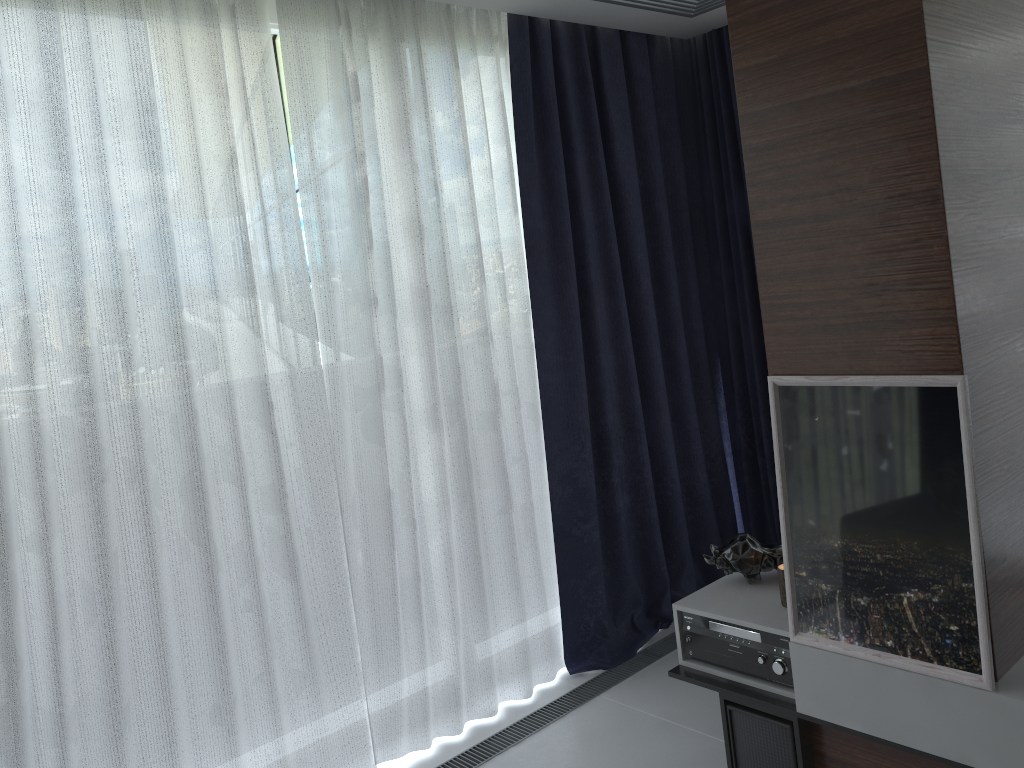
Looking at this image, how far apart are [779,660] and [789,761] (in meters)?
0.27

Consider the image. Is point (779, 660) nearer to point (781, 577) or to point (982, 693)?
point (781, 577)

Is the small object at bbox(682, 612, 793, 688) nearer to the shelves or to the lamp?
the shelves

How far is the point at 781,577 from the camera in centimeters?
260cm

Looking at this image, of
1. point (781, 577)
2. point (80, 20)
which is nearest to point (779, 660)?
point (781, 577)

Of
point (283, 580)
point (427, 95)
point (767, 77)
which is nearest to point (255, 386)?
point (283, 580)

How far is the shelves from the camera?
2.0m

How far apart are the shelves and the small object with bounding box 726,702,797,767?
0.0 meters

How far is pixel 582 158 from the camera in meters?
3.6

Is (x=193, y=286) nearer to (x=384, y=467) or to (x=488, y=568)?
(x=384, y=467)
